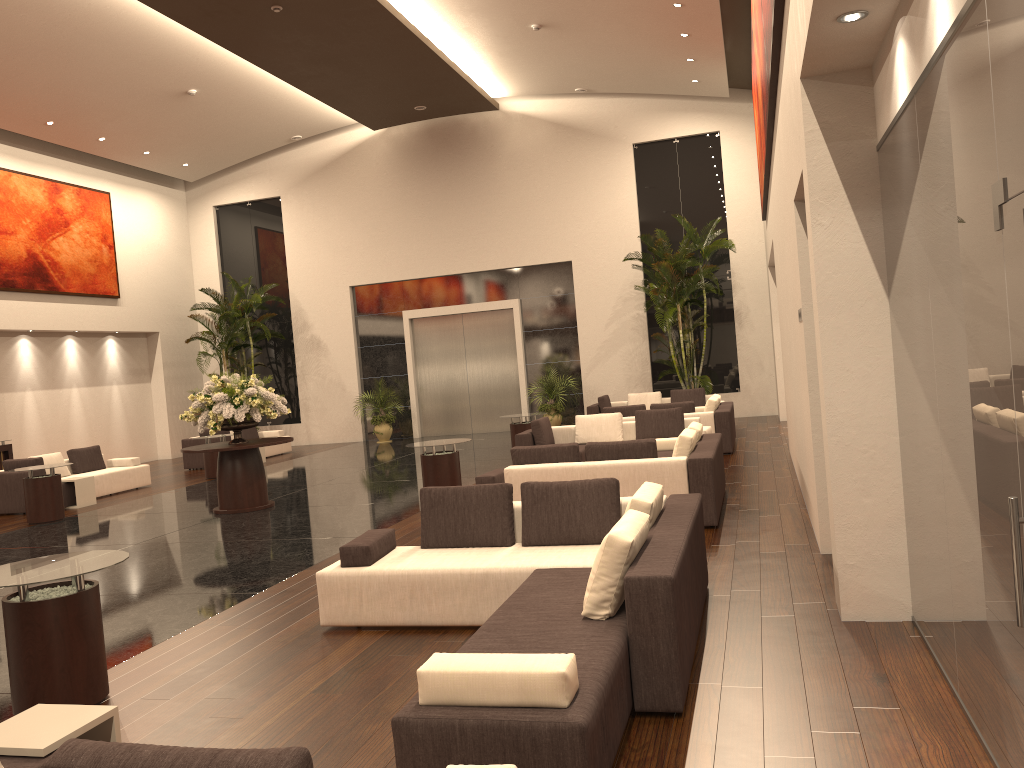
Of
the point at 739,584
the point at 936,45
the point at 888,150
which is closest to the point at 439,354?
the point at 739,584

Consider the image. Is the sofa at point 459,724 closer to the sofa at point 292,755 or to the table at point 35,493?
the sofa at point 292,755

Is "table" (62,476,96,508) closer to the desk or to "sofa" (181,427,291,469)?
the desk

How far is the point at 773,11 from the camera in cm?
633

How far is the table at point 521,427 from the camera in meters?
15.1 m

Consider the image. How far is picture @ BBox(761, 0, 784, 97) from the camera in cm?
633

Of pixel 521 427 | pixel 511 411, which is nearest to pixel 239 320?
pixel 511 411

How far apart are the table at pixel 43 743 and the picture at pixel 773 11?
5.81m

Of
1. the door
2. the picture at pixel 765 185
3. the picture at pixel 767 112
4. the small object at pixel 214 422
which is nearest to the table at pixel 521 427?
the small object at pixel 214 422

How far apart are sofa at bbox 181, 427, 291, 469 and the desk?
3.9 meters
